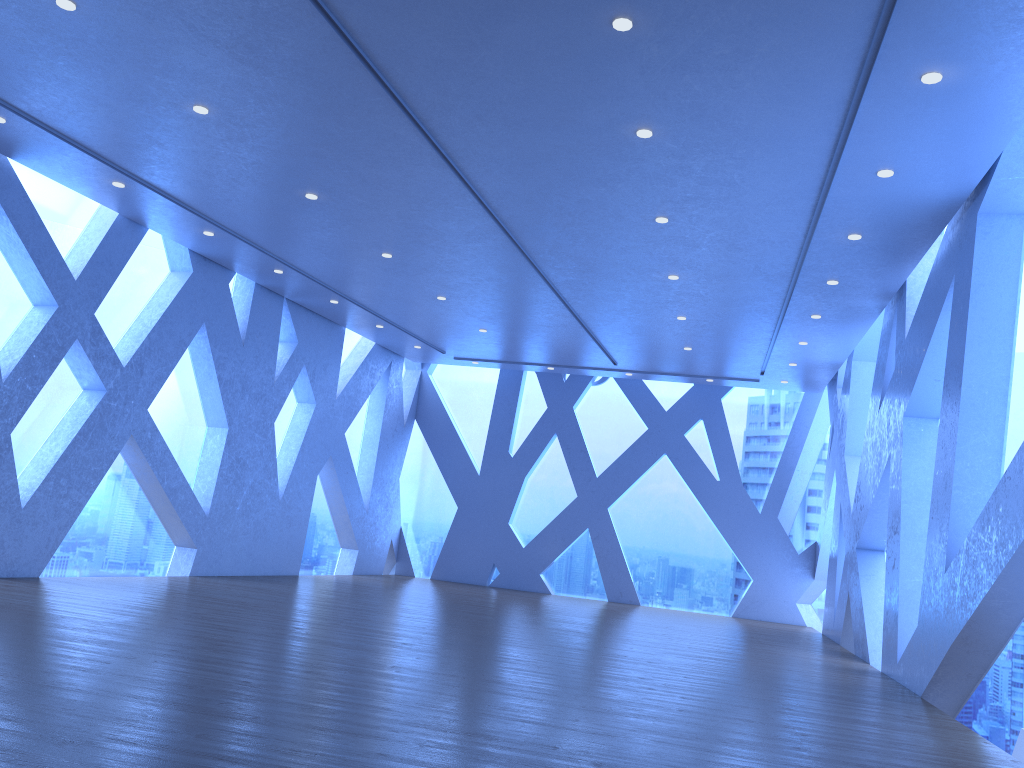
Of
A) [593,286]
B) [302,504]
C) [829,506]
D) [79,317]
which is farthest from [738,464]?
[79,317]

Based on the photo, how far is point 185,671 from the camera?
4.9m
